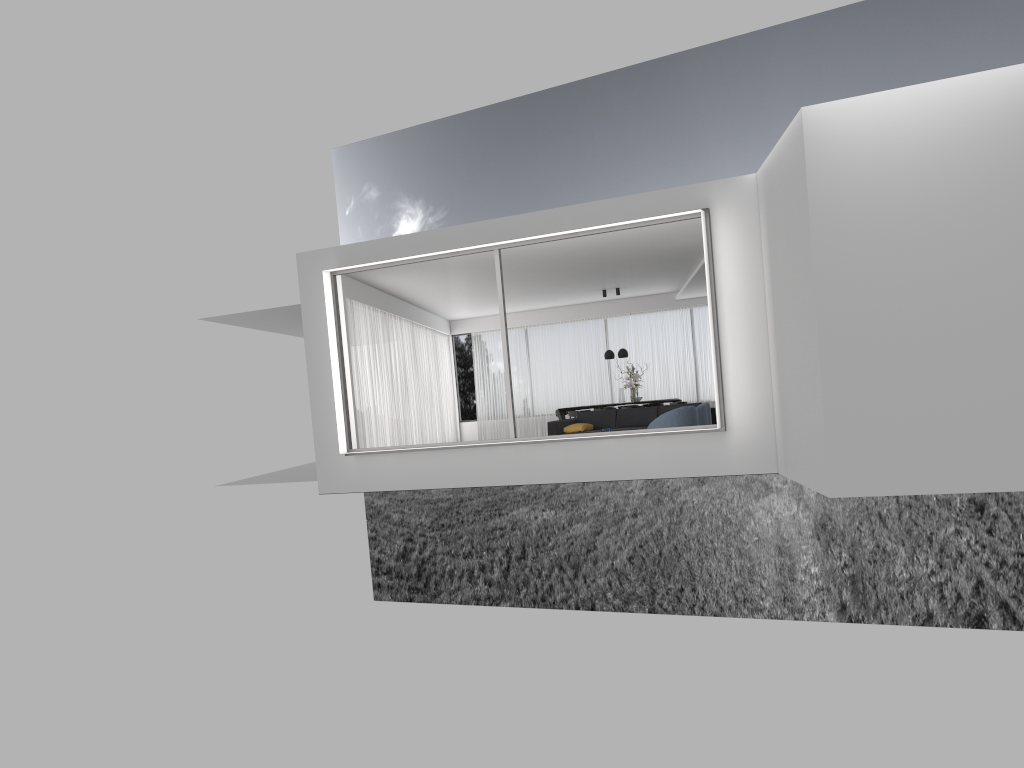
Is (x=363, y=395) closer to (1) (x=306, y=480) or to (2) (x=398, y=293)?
(1) (x=306, y=480)

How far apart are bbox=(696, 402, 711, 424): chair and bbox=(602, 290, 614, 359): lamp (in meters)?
6.16

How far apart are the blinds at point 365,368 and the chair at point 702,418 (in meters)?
5.36

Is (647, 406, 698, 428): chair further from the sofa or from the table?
the table

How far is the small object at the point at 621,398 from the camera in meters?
18.5 m

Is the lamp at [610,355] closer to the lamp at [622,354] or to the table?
the lamp at [622,354]

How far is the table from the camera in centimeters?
1888cm

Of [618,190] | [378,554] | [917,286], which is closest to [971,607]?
[618,190]

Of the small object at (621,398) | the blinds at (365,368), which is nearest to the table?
the small object at (621,398)

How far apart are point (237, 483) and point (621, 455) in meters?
8.5
